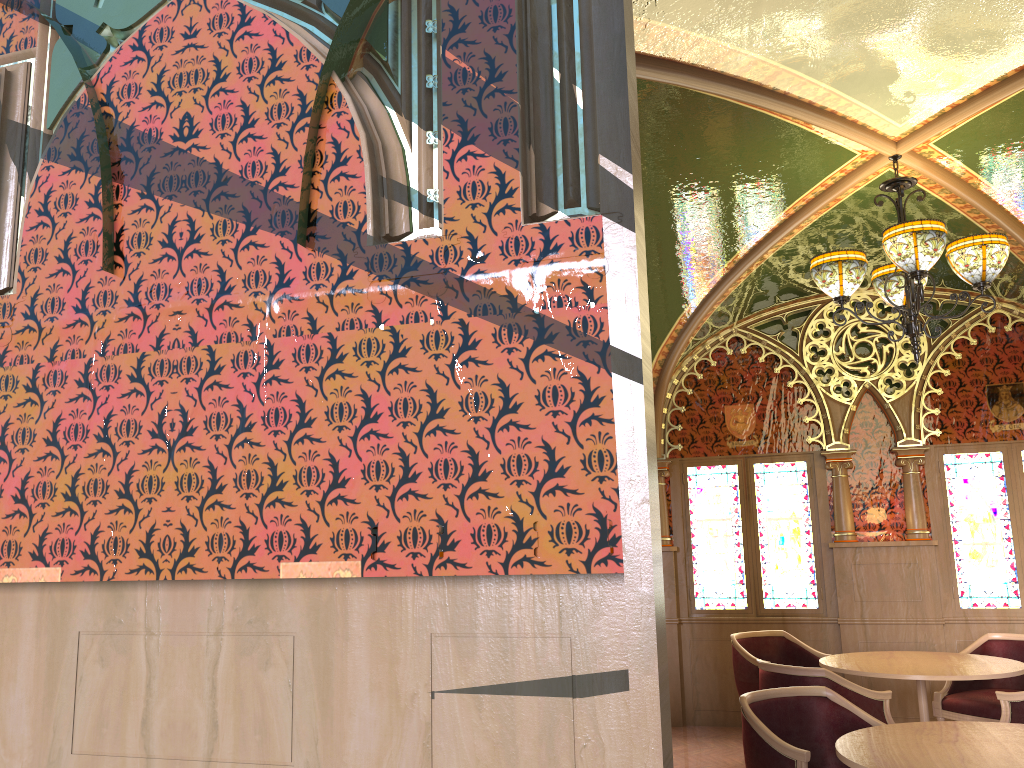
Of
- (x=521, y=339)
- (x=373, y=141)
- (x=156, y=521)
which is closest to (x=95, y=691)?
(x=156, y=521)

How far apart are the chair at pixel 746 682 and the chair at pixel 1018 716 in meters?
1.7 m

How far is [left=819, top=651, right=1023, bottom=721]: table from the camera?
4.88m

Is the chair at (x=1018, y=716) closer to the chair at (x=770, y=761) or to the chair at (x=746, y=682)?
the chair at (x=770, y=761)

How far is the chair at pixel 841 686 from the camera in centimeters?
462cm

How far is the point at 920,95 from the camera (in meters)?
4.20

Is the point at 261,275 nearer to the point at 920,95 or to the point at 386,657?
the point at 386,657

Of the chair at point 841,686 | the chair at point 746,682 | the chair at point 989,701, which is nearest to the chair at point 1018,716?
the chair at point 841,686

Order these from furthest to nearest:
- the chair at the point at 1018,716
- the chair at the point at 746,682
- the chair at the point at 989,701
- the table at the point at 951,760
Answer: the chair at the point at 746,682, the chair at the point at 989,701, the chair at the point at 1018,716, the table at the point at 951,760

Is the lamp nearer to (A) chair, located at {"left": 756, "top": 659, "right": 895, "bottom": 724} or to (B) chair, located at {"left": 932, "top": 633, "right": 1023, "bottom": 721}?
(A) chair, located at {"left": 756, "top": 659, "right": 895, "bottom": 724}
